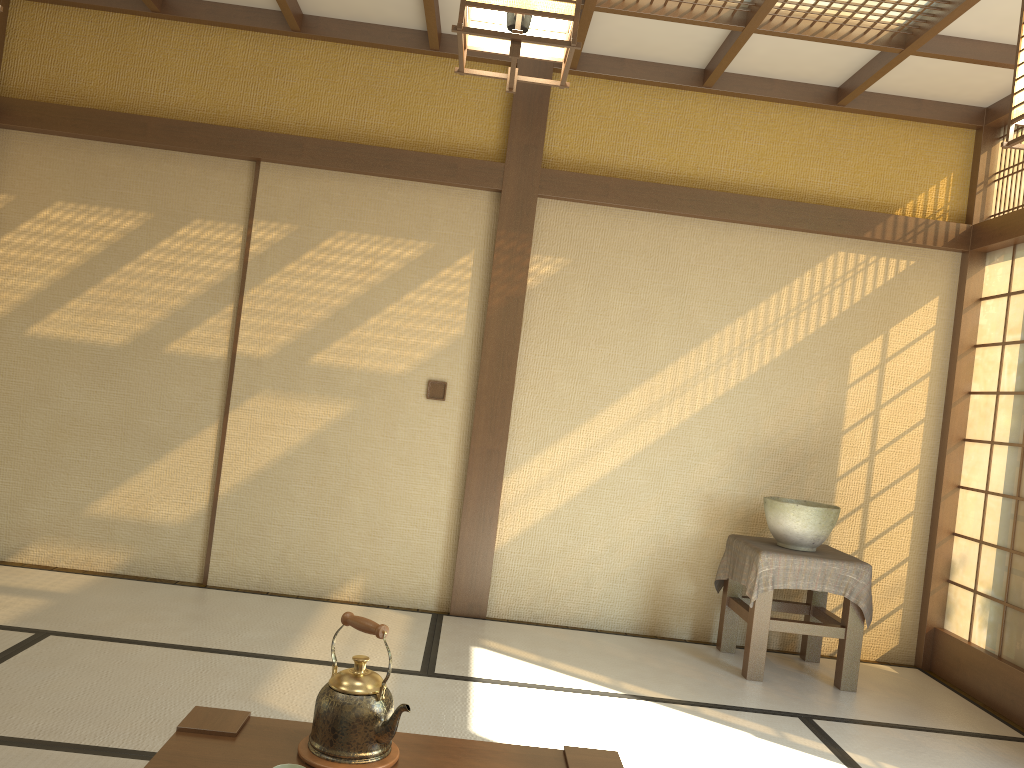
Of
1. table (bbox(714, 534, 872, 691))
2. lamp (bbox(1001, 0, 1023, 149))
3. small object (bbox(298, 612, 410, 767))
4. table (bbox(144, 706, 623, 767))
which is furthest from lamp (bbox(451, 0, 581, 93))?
table (bbox(714, 534, 872, 691))

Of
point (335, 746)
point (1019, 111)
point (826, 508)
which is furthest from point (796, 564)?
point (335, 746)

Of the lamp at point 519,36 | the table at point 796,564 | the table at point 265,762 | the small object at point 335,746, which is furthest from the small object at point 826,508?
the lamp at point 519,36

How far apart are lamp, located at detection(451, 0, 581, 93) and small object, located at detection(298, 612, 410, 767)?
1.16m

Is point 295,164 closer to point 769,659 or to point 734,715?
point 734,715

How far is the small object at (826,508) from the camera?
4.2 meters

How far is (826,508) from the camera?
4.2 meters

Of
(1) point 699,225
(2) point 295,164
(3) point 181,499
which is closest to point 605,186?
(1) point 699,225

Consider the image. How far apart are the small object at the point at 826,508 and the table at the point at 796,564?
0.03m

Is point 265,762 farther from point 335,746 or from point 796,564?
point 796,564
